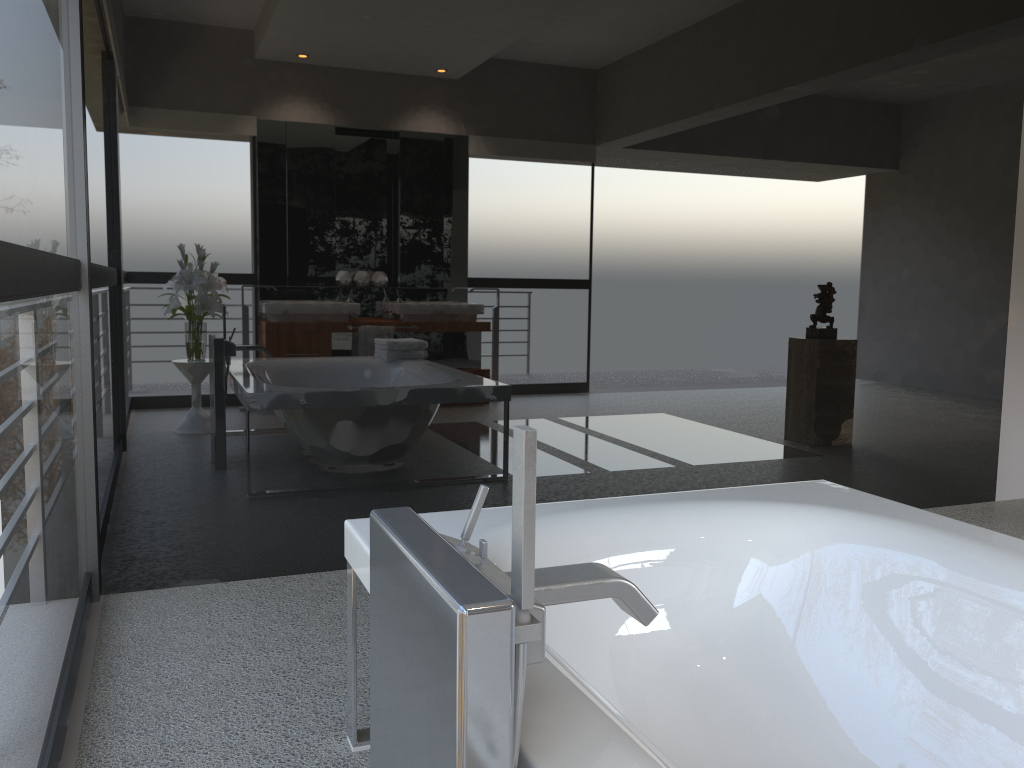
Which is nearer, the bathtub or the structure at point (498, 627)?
the structure at point (498, 627)

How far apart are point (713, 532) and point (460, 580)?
1.29m

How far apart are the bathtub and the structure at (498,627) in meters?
0.0

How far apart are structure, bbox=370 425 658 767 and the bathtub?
0.0m

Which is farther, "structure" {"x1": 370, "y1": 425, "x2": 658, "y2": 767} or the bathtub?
the bathtub

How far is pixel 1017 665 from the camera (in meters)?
1.65

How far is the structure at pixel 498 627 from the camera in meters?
0.9 m

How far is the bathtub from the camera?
1.65m

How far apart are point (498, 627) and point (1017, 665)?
1.3m

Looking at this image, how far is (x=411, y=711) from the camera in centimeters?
104cm
